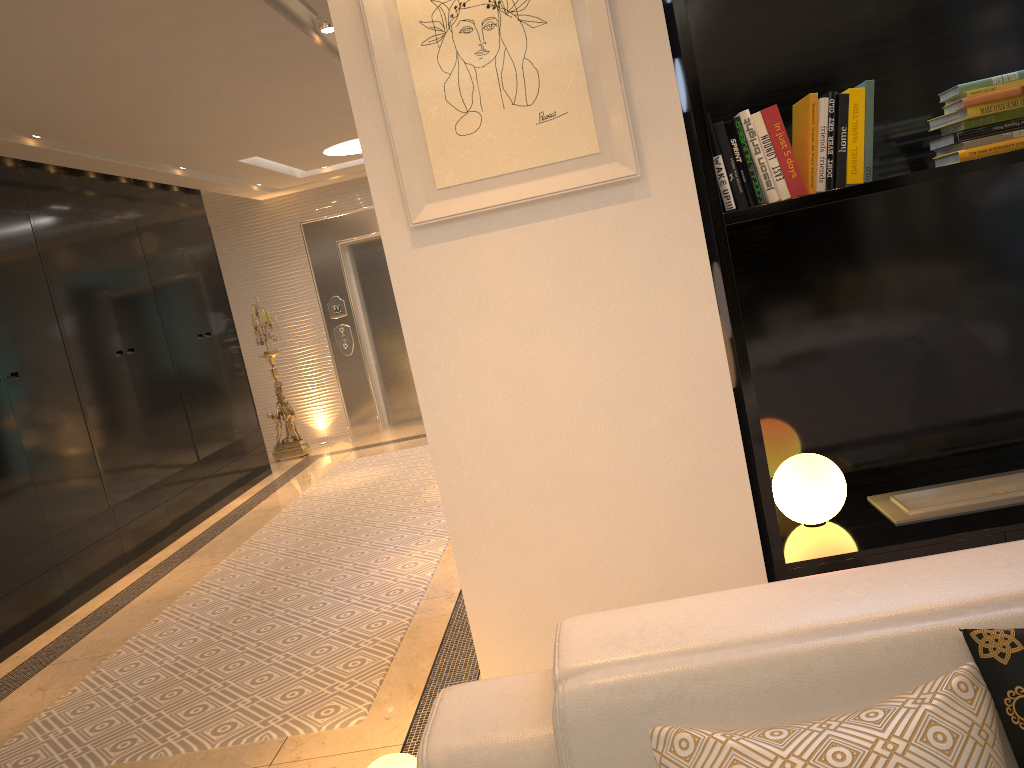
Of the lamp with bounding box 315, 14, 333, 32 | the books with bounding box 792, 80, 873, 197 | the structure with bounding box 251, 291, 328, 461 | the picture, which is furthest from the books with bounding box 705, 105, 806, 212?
the structure with bounding box 251, 291, 328, 461

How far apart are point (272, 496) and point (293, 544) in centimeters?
182cm

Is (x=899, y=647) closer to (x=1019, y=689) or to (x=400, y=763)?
(x=1019, y=689)

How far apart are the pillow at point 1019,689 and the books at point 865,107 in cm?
143

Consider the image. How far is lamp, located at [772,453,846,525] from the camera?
2.6m

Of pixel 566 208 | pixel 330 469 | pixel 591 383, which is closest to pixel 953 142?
pixel 566 208

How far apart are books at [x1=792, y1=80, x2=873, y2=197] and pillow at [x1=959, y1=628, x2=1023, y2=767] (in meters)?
1.43

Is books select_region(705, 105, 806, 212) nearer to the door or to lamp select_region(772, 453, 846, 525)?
lamp select_region(772, 453, 846, 525)

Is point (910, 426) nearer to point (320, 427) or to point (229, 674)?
point (229, 674)

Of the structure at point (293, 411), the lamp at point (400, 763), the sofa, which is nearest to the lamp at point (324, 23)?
the lamp at point (400, 763)
